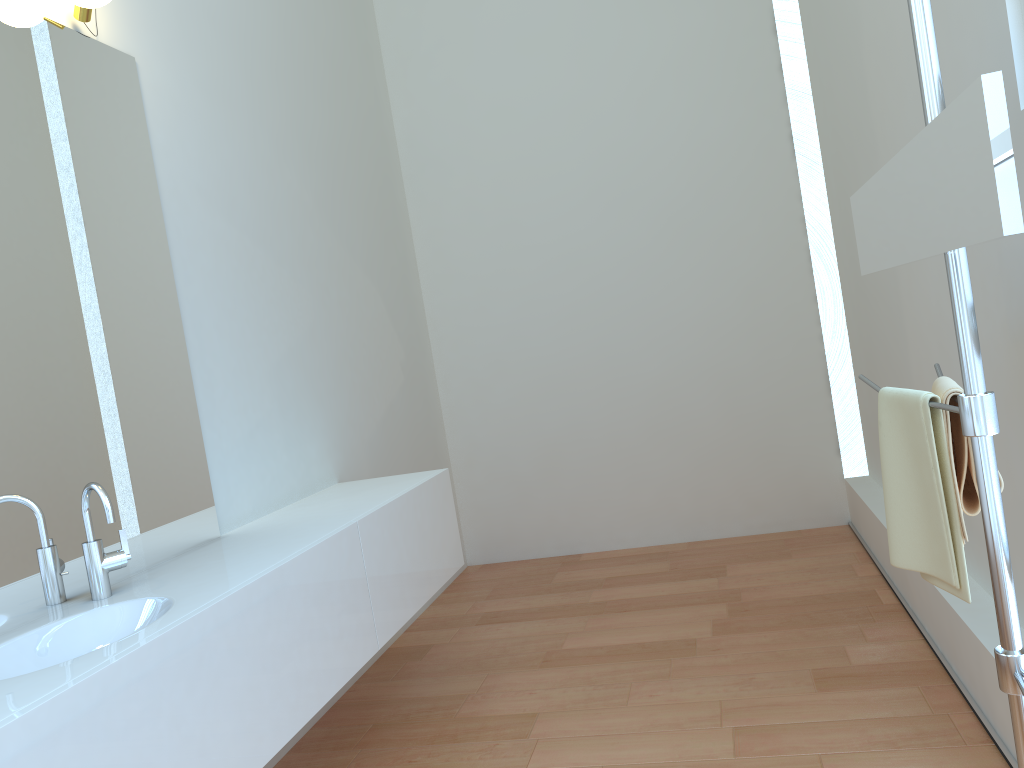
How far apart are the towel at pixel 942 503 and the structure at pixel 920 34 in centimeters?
7cm

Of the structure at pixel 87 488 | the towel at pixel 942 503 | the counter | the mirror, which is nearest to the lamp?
the structure at pixel 87 488

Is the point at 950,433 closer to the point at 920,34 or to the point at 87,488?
the point at 920,34

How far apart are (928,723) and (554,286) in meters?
2.9 m

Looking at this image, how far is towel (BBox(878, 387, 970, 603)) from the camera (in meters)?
1.49

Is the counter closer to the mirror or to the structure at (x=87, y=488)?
the structure at (x=87, y=488)

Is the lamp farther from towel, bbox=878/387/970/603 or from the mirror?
towel, bbox=878/387/970/603

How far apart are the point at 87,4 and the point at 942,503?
2.27m

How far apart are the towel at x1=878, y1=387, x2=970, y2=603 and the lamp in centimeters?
209cm

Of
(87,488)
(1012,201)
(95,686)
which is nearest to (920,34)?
(1012,201)
